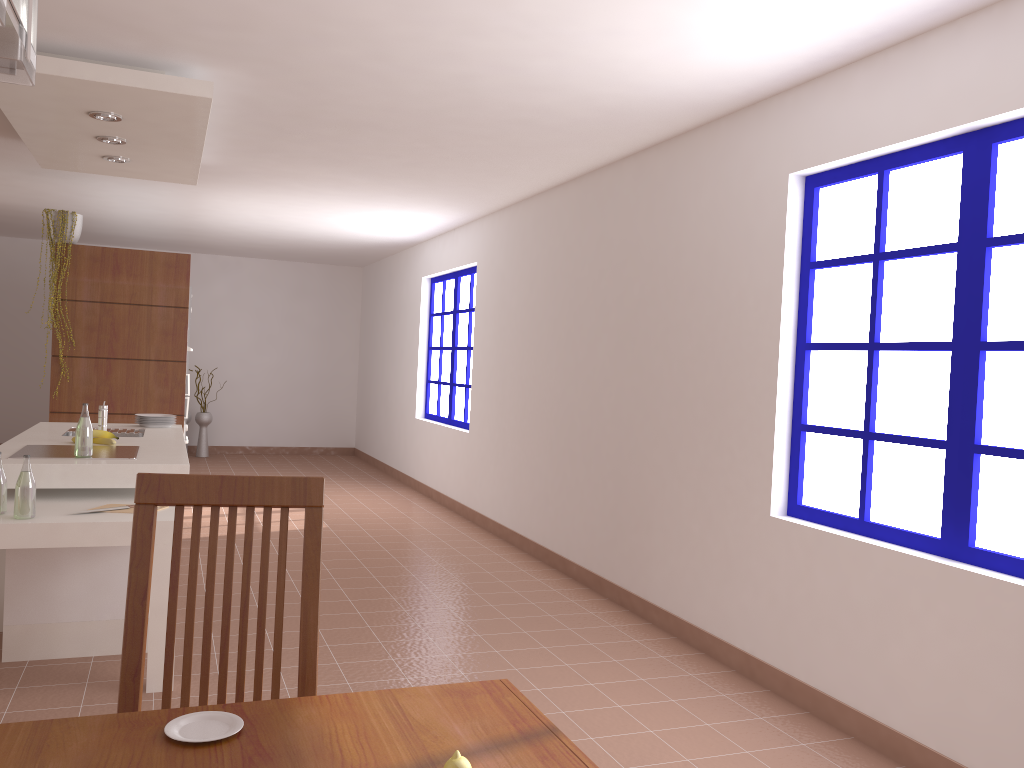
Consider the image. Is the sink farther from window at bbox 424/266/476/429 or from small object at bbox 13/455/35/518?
window at bbox 424/266/476/429

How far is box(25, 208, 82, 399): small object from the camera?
6.2m

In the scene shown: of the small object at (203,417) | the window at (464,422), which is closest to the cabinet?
the window at (464,422)

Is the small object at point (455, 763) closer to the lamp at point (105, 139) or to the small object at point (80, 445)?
the small object at point (80, 445)

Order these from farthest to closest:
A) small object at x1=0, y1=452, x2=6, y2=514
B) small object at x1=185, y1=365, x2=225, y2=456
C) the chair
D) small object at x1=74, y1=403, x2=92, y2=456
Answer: small object at x1=185, y1=365, x2=225, y2=456
small object at x1=74, y1=403, x2=92, y2=456
small object at x1=0, y1=452, x2=6, y2=514
the chair

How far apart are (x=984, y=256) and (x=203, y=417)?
9.46m

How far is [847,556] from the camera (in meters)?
3.30

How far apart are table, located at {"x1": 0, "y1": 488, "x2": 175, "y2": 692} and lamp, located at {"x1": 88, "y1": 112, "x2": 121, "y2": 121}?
1.7m

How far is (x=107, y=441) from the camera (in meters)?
4.37

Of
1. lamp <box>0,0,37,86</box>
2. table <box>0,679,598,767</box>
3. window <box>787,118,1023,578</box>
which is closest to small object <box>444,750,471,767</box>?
table <box>0,679,598,767</box>
